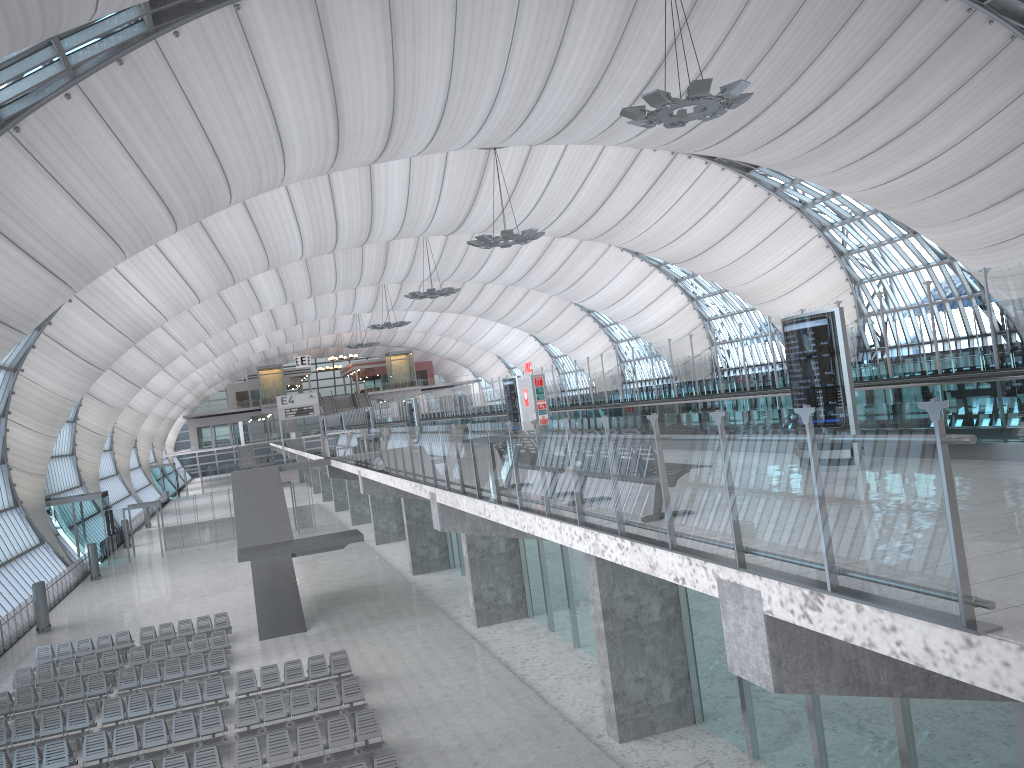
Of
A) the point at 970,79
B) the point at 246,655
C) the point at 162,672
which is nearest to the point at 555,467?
the point at 246,655

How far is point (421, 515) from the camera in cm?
3524

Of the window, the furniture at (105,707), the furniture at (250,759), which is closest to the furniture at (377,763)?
the furniture at (250,759)

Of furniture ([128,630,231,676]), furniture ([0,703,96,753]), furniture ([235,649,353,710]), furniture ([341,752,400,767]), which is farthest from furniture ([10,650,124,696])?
furniture ([341,752,400,767])

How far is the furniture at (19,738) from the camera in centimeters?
1890cm

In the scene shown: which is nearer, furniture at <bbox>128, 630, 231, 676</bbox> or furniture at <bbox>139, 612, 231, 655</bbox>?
furniture at <bbox>128, 630, 231, 676</bbox>

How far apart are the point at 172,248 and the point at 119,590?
16.2 meters

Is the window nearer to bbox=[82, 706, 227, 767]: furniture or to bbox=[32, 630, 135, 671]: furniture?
bbox=[32, 630, 135, 671]: furniture

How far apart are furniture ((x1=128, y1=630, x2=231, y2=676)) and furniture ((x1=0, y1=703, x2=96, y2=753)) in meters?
4.0

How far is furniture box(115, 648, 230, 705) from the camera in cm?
2205
